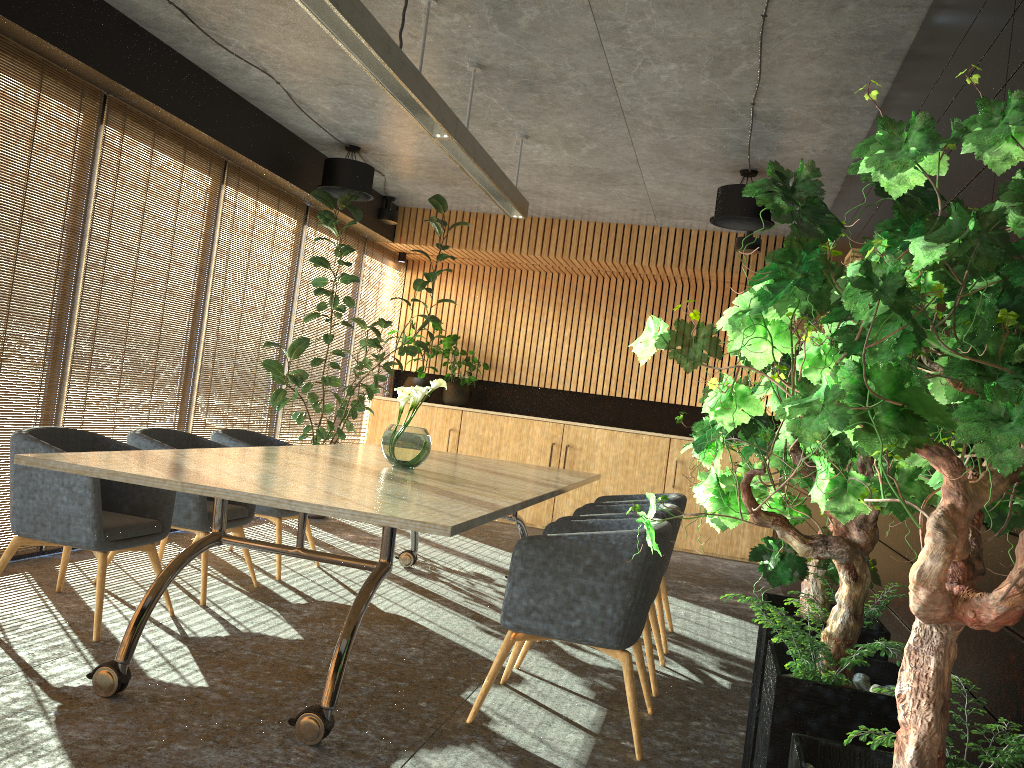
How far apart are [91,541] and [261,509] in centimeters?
180cm

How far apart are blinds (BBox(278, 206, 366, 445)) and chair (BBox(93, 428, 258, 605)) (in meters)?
3.07

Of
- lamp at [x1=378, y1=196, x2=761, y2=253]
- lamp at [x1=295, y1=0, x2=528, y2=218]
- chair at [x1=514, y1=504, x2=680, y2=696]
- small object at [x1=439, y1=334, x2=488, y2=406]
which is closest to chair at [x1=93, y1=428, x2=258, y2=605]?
chair at [x1=514, y1=504, x2=680, y2=696]

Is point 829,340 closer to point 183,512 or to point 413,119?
point 413,119

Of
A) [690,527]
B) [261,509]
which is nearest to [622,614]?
[261,509]

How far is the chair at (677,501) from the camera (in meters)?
5.47

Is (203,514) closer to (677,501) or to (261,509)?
(261,509)

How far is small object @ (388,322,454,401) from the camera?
10.83m

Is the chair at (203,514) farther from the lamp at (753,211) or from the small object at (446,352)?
the small object at (446,352)

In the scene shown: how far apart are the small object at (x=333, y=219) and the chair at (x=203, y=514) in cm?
223
